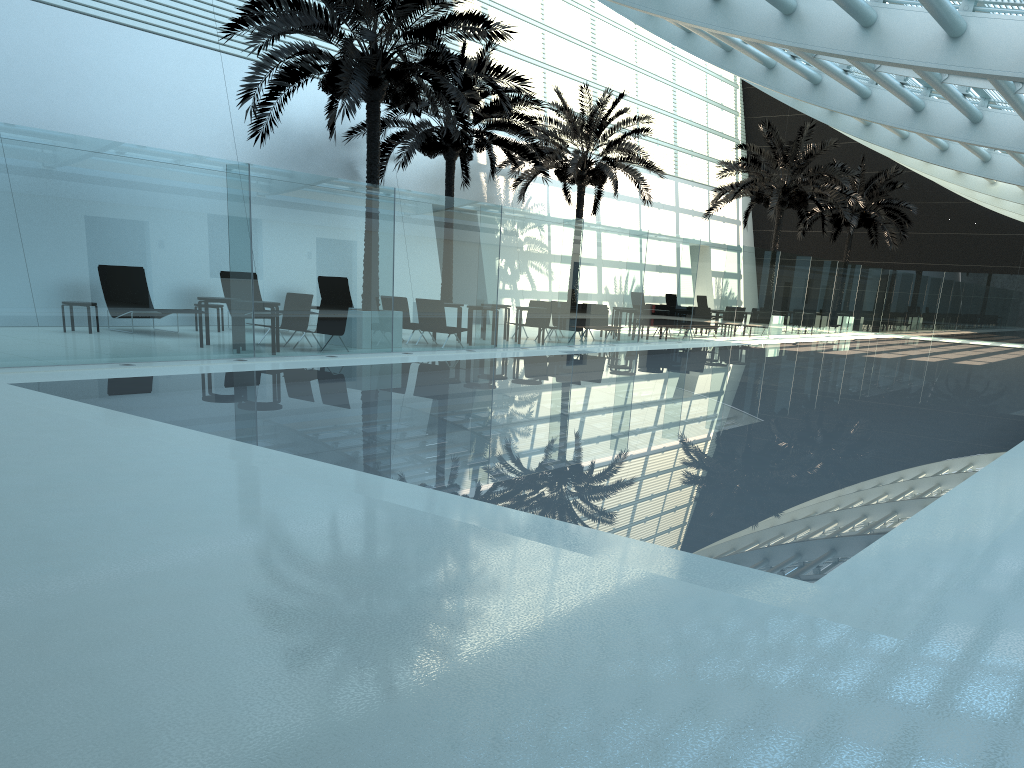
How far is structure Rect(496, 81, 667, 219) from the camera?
25.4 meters

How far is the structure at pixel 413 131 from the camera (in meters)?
20.96

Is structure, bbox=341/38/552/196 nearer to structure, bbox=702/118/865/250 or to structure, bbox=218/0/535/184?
structure, bbox=218/0/535/184

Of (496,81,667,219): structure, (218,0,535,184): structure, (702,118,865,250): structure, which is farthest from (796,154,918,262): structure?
(218,0,535,184): structure

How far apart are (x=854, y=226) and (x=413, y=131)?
22.0 meters

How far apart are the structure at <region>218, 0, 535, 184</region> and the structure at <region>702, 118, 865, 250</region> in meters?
14.9

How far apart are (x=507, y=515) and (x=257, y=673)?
2.48m

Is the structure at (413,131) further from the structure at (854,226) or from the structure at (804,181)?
the structure at (854,226)

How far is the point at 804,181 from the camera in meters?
29.5

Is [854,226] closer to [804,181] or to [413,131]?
[804,181]
